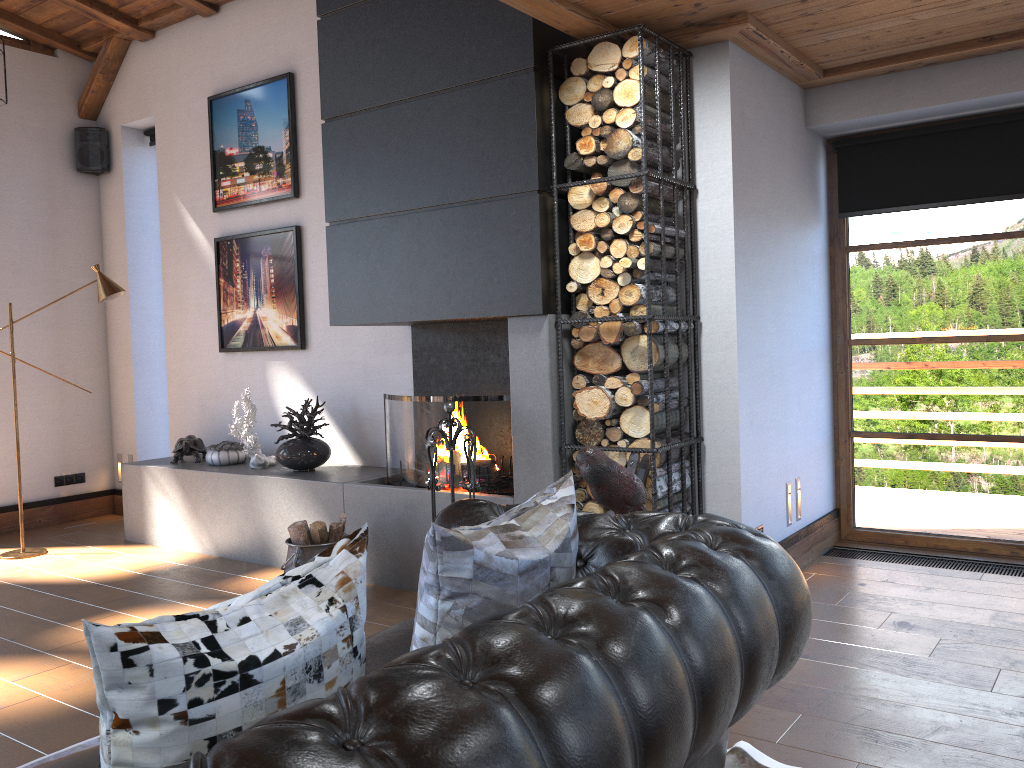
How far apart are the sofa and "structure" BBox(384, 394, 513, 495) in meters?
1.7

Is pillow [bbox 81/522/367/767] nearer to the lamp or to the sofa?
the sofa

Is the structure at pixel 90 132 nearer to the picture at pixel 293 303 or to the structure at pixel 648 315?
the picture at pixel 293 303

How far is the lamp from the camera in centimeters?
583cm

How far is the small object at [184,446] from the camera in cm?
606

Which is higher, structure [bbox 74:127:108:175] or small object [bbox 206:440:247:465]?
structure [bbox 74:127:108:175]

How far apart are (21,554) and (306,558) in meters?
2.6 m

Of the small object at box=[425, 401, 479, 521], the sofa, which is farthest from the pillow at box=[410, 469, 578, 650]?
the small object at box=[425, 401, 479, 521]

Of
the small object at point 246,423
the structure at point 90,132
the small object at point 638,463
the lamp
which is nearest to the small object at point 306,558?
the small object at point 246,423

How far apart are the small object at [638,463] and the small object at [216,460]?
3.1 meters
